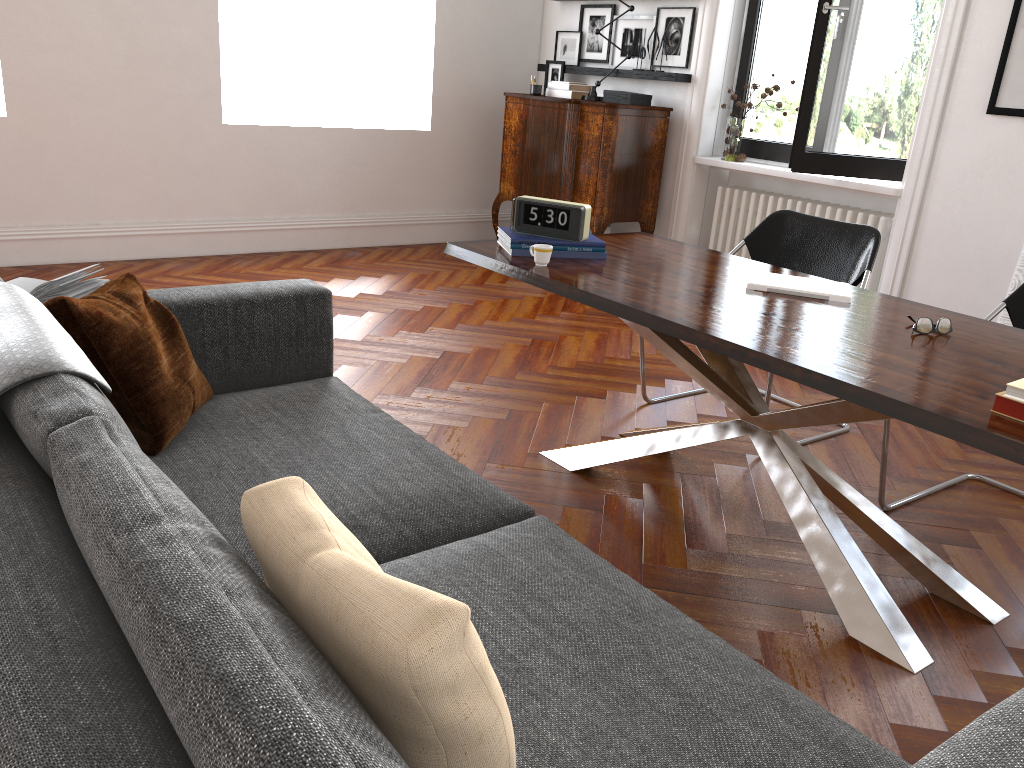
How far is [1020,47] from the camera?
4.4m

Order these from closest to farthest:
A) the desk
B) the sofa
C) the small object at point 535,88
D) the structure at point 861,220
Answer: the sofa → the desk → the structure at point 861,220 → the small object at point 535,88

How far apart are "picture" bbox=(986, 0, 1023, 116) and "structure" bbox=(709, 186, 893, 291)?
0.85m

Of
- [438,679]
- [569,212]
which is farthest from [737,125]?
[438,679]

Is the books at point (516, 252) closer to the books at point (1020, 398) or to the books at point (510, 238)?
the books at point (510, 238)

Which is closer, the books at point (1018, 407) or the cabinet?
the books at point (1018, 407)

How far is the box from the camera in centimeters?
609cm

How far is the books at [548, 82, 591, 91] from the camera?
6.4m

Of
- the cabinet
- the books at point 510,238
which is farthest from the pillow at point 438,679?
the cabinet

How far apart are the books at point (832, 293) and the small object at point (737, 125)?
3.2 meters
